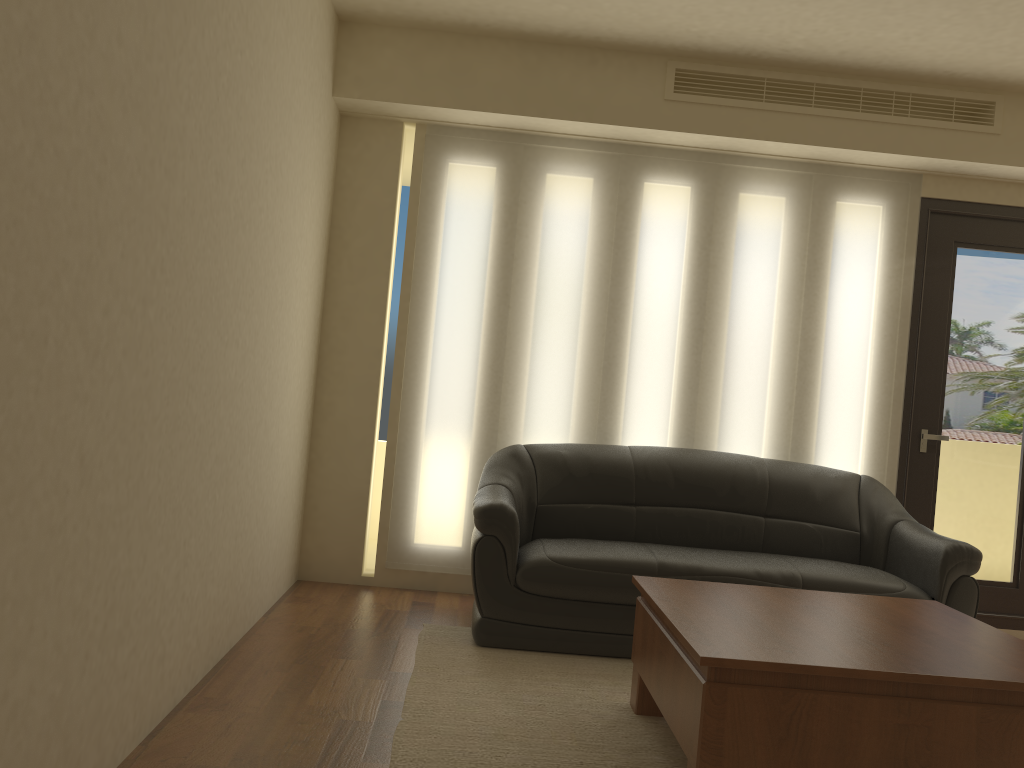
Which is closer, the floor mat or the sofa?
the floor mat

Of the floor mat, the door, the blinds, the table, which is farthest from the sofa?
the table

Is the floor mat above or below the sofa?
below

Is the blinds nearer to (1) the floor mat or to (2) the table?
(1) the floor mat

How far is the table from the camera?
2.4m

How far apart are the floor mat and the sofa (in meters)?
0.03

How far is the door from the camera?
5.07m

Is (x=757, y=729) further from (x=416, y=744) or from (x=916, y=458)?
(x=916, y=458)

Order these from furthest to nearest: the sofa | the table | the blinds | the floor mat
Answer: the blinds, the sofa, the floor mat, the table

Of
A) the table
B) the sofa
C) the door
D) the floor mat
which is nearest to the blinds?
the door
